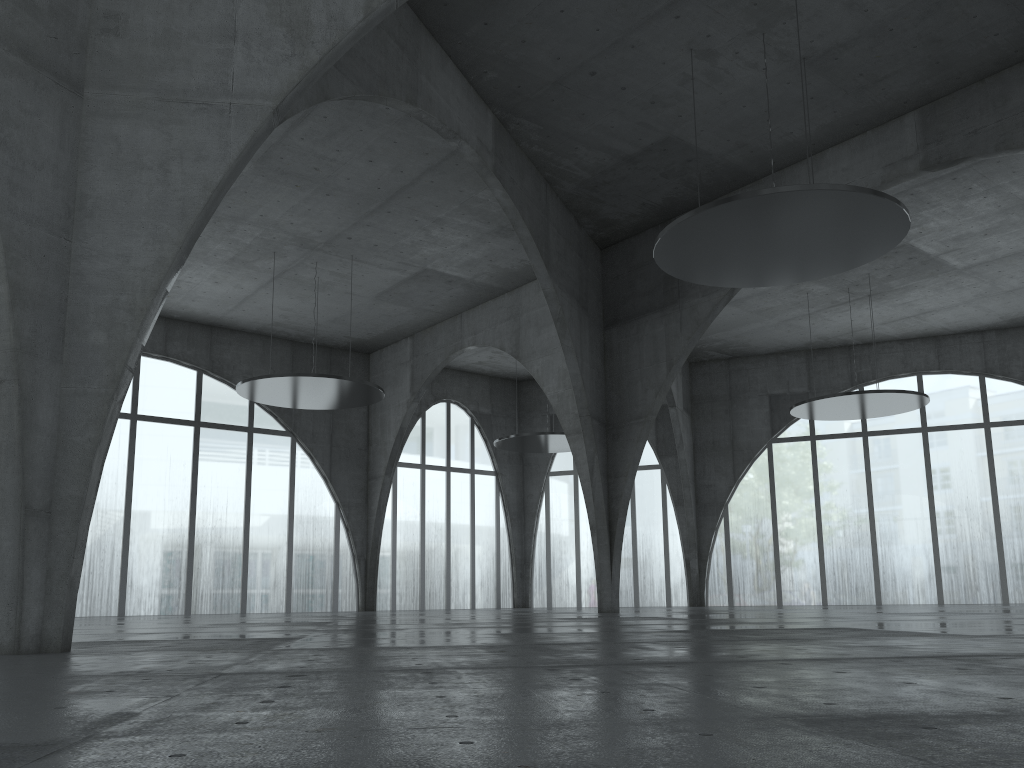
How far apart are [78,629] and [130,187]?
21.6m
